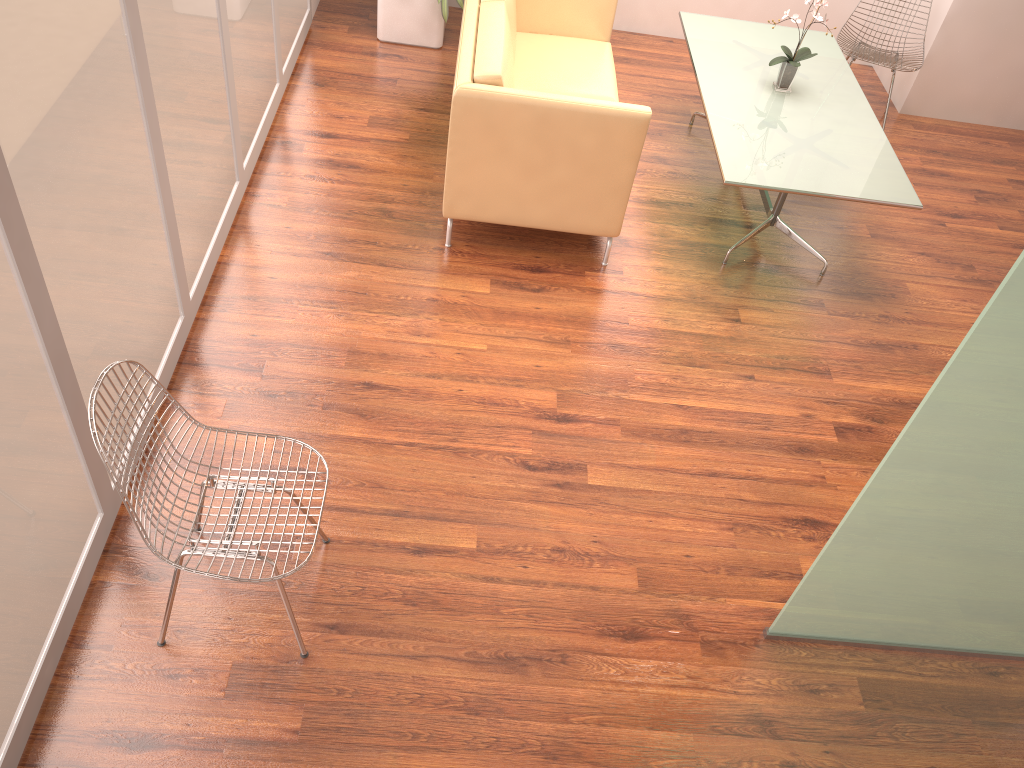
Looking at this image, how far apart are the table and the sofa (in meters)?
0.42

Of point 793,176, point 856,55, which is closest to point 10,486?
point 793,176

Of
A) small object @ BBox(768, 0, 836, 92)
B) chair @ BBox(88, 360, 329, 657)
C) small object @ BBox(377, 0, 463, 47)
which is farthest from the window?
small object @ BBox(768, 0, 836, 92)

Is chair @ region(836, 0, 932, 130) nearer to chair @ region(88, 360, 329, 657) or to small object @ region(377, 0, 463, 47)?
small object @ region(377, 0, 463, 47)

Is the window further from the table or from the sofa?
the table

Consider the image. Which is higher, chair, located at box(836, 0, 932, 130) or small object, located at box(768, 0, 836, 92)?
small object, located at box(768, 0, 836, 92)

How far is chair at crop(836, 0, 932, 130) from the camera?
5.55m

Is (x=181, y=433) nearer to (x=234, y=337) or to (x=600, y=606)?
(x=234, y=337)

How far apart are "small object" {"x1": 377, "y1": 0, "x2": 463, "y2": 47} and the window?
0.47m

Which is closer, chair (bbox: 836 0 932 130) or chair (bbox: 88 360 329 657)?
chair (bbox: 88 360 329 657)
